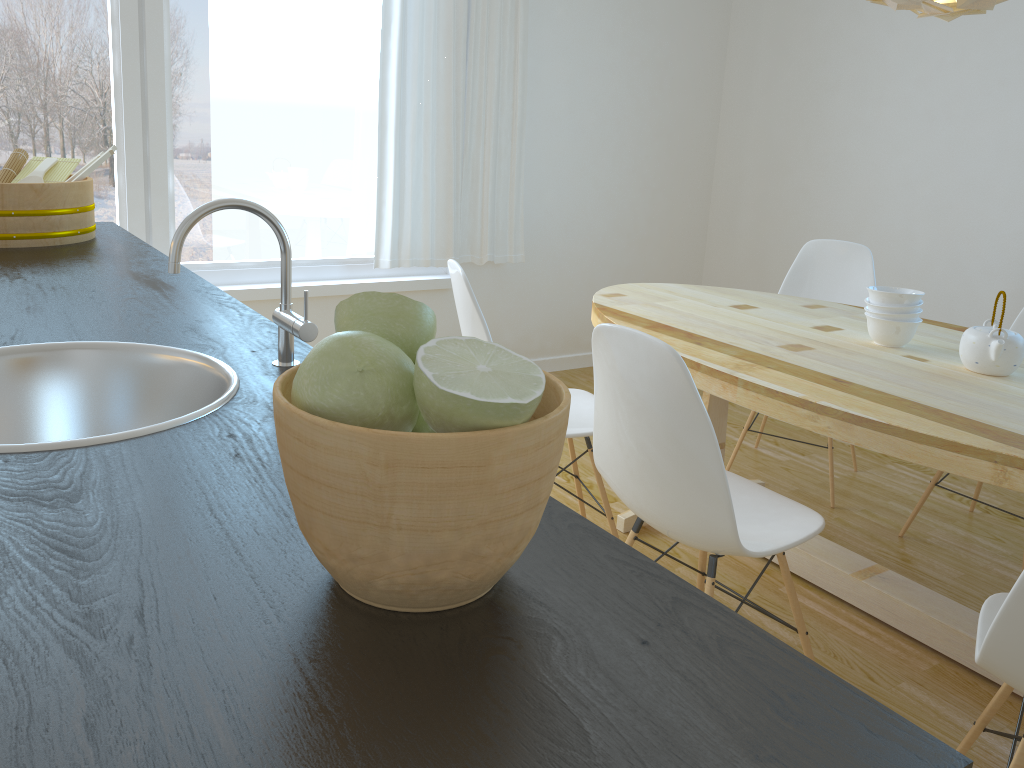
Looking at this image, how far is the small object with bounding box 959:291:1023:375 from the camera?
2.18m

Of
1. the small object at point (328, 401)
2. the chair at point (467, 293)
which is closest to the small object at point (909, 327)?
the chair at point (467, 293)

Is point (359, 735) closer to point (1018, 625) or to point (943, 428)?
point (1018, 625)

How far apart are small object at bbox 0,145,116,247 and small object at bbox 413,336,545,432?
1.7m

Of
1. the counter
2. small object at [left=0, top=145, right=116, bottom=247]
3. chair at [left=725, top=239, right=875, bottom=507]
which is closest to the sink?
the counter

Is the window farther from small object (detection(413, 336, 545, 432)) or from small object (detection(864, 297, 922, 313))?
small object (detection(413, 336, 545, 432))

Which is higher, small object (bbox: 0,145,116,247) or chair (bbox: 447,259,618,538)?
small object (bbox: 0,145,116,247)

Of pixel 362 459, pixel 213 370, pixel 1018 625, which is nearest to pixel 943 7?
pixel 1018 625

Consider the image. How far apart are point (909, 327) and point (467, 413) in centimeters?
221cm

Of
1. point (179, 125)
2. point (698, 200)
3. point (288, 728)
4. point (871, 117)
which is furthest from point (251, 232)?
point (288, 728)
